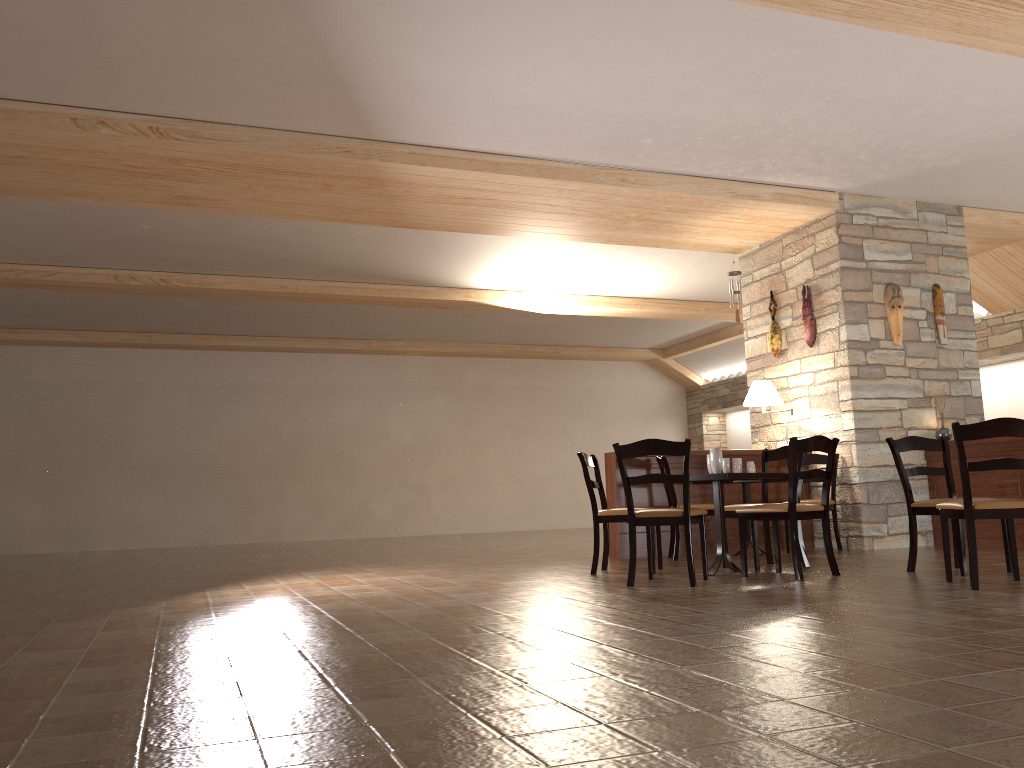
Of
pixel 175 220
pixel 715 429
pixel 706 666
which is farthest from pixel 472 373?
pixel 706 666

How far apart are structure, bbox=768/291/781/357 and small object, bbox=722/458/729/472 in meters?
3.2

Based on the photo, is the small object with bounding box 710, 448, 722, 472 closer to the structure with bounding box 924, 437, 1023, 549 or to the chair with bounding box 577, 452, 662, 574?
the chair with bounding box 577, 452, 662, 574

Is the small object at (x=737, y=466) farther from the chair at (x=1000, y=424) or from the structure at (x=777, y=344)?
the chair at (x=1000, y=424)

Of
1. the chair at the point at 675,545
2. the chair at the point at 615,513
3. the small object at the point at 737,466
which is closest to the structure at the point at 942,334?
the small object at the point at 737,466

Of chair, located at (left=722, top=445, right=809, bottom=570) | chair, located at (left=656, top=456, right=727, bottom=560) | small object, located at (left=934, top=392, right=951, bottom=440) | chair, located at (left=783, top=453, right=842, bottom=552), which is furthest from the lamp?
chair, located at (left=722, top=445, right=809, bottom=570)

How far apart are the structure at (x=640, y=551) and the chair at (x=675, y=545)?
0.2 meters

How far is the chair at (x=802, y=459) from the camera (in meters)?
6.19

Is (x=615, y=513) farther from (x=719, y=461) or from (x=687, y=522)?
(x=687, y=522)

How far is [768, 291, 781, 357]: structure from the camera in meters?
8.7
